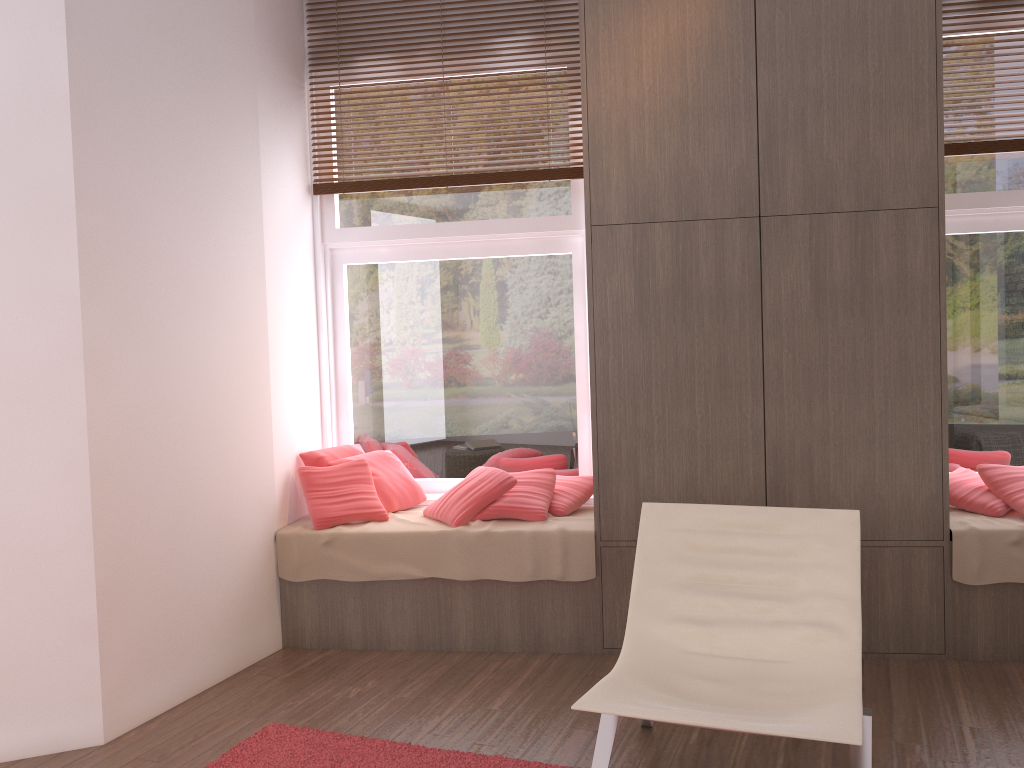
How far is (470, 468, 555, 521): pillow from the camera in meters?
3.9

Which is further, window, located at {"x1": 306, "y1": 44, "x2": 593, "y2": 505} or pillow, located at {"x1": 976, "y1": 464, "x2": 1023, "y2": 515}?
window, located at {"x1": 306, "y1": 44, "x2": 593, "y2": 505}

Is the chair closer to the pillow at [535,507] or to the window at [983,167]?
the pillow at [535,507]

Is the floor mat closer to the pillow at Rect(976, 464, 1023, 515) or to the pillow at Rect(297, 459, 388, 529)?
the pillow at Rect(297, 459, 388, 529)

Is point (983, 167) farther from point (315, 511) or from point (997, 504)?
point (315, 511)

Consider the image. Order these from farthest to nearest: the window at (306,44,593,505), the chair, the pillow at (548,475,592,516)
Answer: the window at (306,44,593,505), the pillow at (548,475,592,516), the chair

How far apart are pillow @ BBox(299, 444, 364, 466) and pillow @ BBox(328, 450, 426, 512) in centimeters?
9cm

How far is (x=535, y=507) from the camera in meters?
3.9

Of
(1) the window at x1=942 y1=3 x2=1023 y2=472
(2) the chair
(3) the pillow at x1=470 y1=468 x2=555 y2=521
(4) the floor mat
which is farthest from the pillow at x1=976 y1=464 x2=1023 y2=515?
(4) the floor mat

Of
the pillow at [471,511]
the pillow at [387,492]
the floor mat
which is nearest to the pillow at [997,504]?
the pillow at [471,511]
